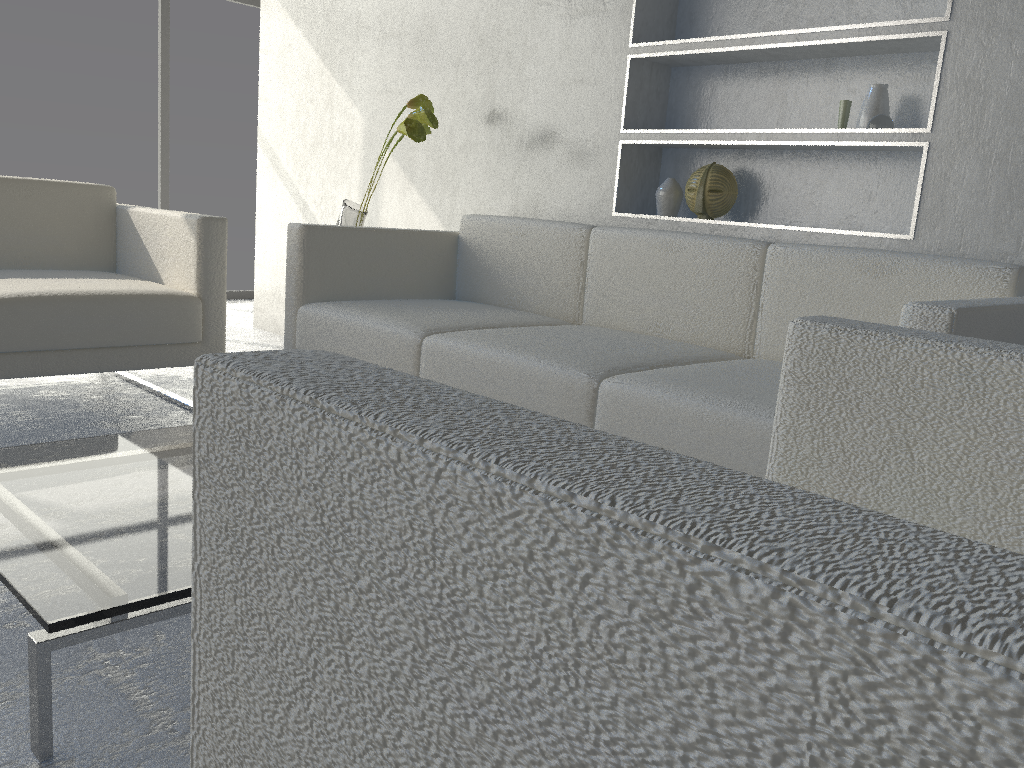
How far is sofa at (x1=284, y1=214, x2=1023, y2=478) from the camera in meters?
1.7 m

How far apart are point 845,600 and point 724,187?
2.52m

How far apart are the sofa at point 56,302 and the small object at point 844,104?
1.8m

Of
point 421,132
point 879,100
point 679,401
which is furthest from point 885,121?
point 421,132

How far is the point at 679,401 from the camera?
1.67m

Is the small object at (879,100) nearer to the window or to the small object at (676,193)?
the small object at (676,193)

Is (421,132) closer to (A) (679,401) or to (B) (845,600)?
(A) (679,401)

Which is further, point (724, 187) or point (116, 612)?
point (724, 187)

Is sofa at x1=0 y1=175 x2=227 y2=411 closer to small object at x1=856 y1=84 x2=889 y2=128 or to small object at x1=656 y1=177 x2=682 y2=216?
small object at x1=656 y1=177 x2=682 y2=216

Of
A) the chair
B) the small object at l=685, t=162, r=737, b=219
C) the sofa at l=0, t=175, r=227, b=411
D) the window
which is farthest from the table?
the window
